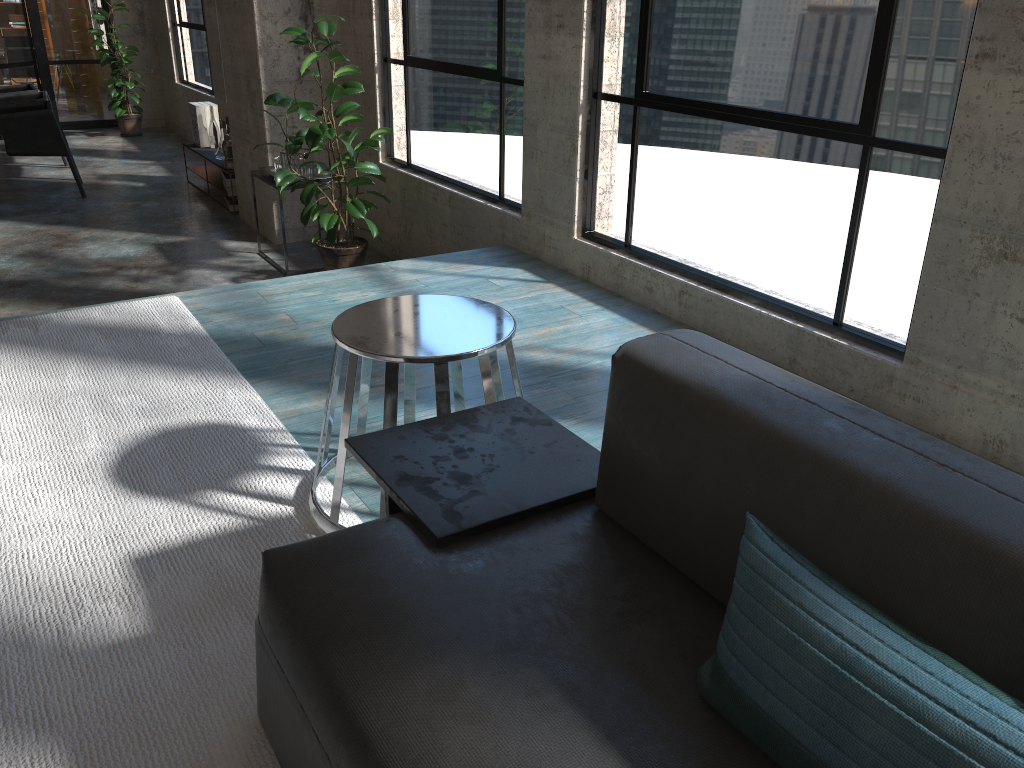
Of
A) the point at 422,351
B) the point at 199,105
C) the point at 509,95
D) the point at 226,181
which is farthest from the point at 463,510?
the point at 199,105

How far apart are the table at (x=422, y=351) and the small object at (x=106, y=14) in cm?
940

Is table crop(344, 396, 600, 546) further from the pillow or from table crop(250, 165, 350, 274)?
table crop(250, 165, 350, 274)

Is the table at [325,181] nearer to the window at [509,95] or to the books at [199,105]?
the window at [509,95]

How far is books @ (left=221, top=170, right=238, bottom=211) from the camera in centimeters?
705cm

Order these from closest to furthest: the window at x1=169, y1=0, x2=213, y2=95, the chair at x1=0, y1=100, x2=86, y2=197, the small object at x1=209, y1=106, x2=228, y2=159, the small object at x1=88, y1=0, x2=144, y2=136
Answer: the chair at x1=0, y1=100, x2=86, y2=197 < the small object at x1=209, y1=106, x2=228, y2=159 < the window at x1=169, y1=0, x2=213, y2=95 < the small object at x1=88, y1=0, x2=144, y2=136

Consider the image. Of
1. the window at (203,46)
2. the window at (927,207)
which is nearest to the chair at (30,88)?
the window at (203,46)

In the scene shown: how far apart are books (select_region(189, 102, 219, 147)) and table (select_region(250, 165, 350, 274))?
2.50m

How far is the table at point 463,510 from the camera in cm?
155

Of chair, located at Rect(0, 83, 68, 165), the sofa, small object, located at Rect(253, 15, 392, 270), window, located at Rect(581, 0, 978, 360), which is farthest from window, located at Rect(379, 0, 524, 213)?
chair, located at Rect(0, 83, 68, 165)
